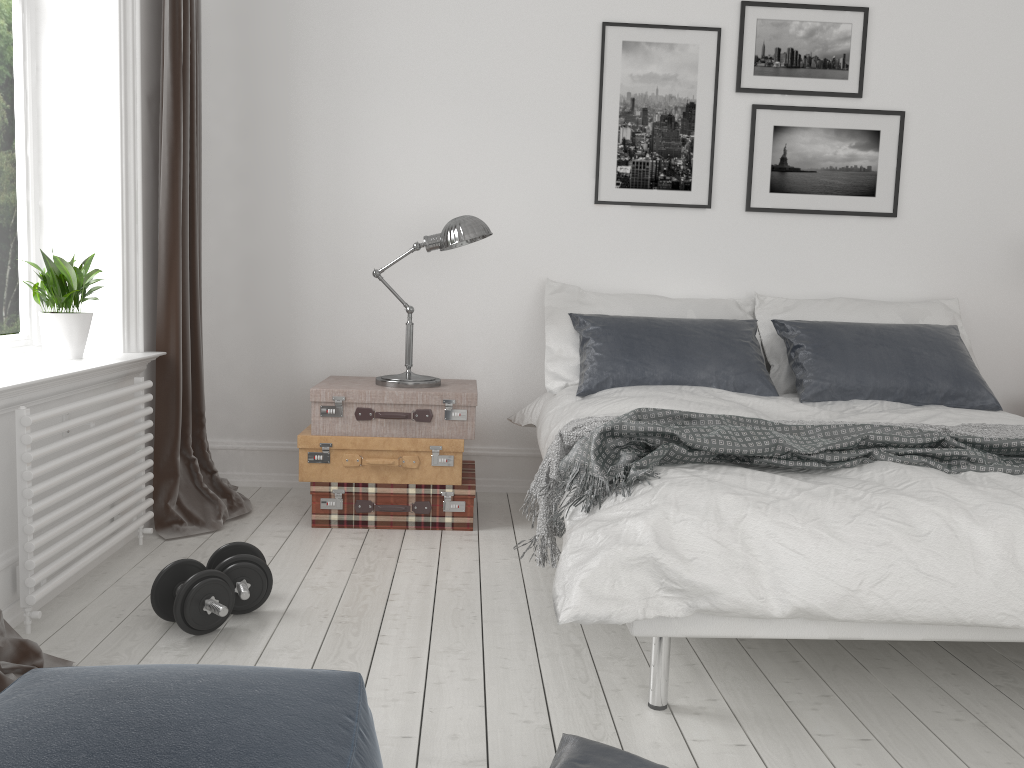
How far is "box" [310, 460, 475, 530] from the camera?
3.5m

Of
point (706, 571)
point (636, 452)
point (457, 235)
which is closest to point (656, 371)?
point (457, 235)

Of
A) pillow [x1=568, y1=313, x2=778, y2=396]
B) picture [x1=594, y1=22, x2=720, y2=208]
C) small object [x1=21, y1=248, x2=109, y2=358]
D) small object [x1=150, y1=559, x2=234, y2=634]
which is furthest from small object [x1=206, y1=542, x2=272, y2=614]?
picture [x1=594, y1=22, x2=720, y2=208]

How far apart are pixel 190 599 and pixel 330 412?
1.19m

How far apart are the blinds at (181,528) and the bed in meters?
1.2 m

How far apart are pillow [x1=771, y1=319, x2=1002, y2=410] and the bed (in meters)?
0.03

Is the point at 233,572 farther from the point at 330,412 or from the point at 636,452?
the point at 636,452

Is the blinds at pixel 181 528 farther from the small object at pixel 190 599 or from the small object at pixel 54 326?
the small object at pixel 190 599

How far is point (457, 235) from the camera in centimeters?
350cm

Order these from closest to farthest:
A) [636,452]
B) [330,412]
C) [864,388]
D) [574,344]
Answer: [636,452] < [330,412] < [864,388] < [574,344]
